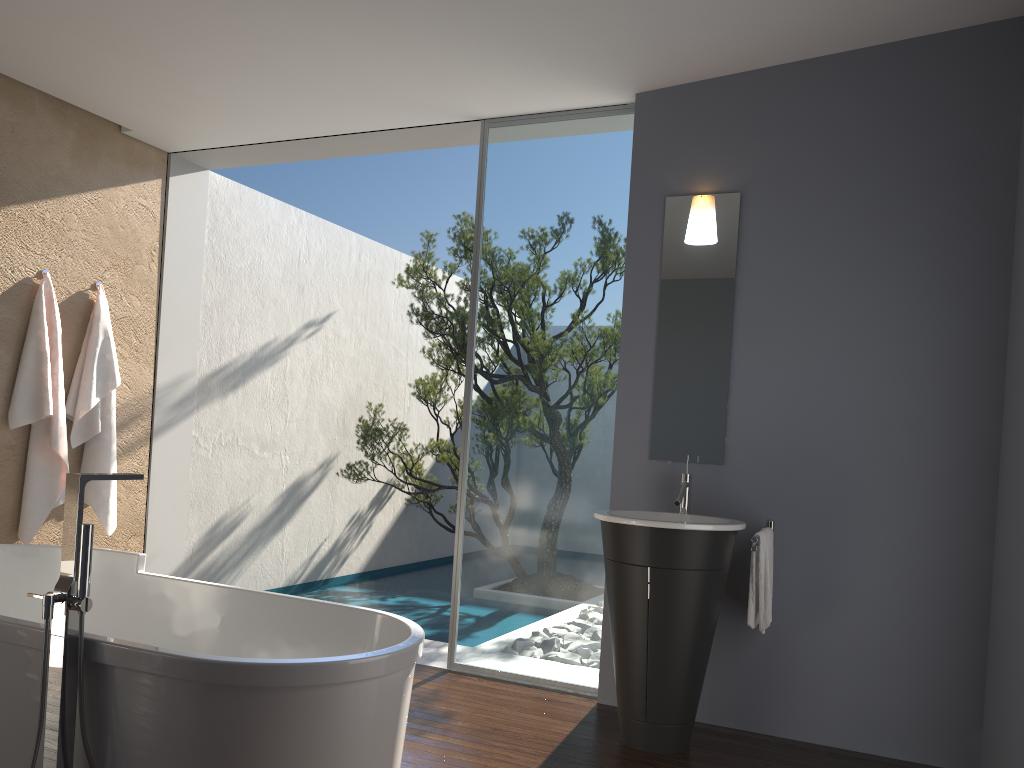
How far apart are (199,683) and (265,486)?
4.63m

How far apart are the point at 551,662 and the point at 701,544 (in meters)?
1.38

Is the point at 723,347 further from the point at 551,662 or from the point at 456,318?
the point at 456,318

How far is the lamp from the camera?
4.2 meters

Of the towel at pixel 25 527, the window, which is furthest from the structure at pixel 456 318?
the towel at pixel 25 527

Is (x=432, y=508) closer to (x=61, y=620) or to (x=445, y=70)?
(x=445, y=70)

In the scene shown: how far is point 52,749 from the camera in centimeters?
235cm

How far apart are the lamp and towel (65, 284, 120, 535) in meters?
3.5 m

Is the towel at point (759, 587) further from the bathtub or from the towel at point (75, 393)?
the towel at point (75, 393)

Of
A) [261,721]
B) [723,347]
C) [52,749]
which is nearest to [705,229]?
[723,347]
